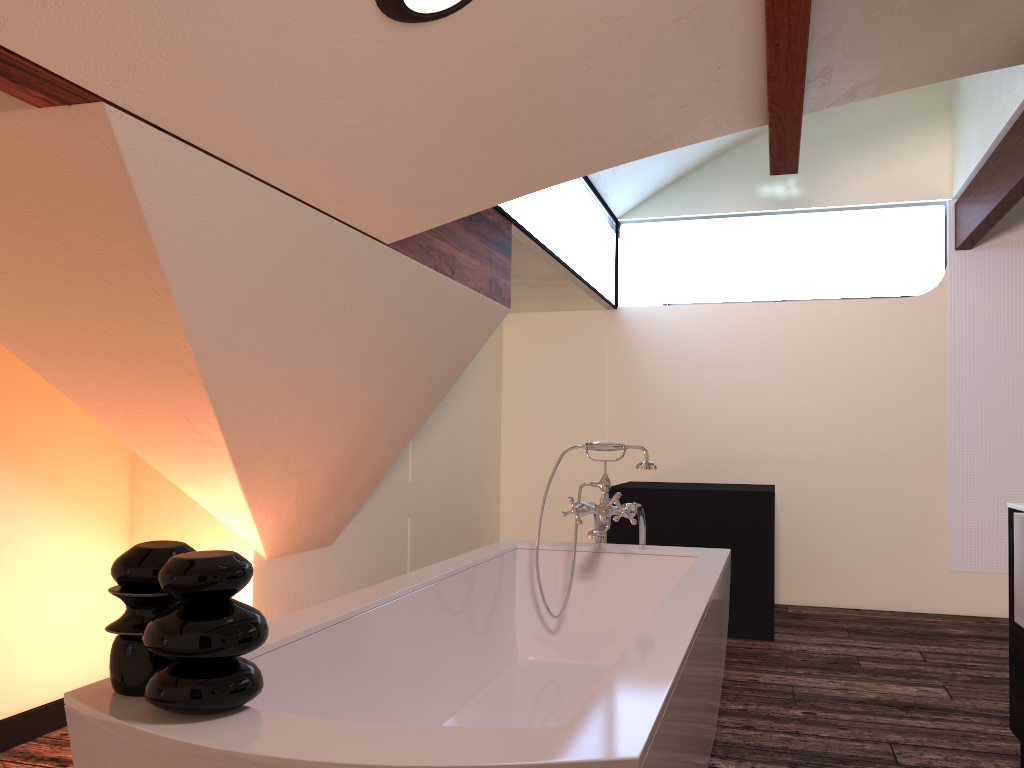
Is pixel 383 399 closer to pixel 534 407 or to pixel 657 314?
pixel 534 407

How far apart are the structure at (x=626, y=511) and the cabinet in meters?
1.0

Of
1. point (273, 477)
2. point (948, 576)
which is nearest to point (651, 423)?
point (948, 576)

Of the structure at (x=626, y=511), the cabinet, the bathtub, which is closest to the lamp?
the bathtub

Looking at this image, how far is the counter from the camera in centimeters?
211cm

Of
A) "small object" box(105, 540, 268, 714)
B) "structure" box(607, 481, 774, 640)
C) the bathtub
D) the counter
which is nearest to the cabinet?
the counter

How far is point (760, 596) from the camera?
4.5m

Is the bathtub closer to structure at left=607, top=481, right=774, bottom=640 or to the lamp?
the lamp

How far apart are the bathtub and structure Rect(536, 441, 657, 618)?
0.11m

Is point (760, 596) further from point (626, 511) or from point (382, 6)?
point (382, 6)
